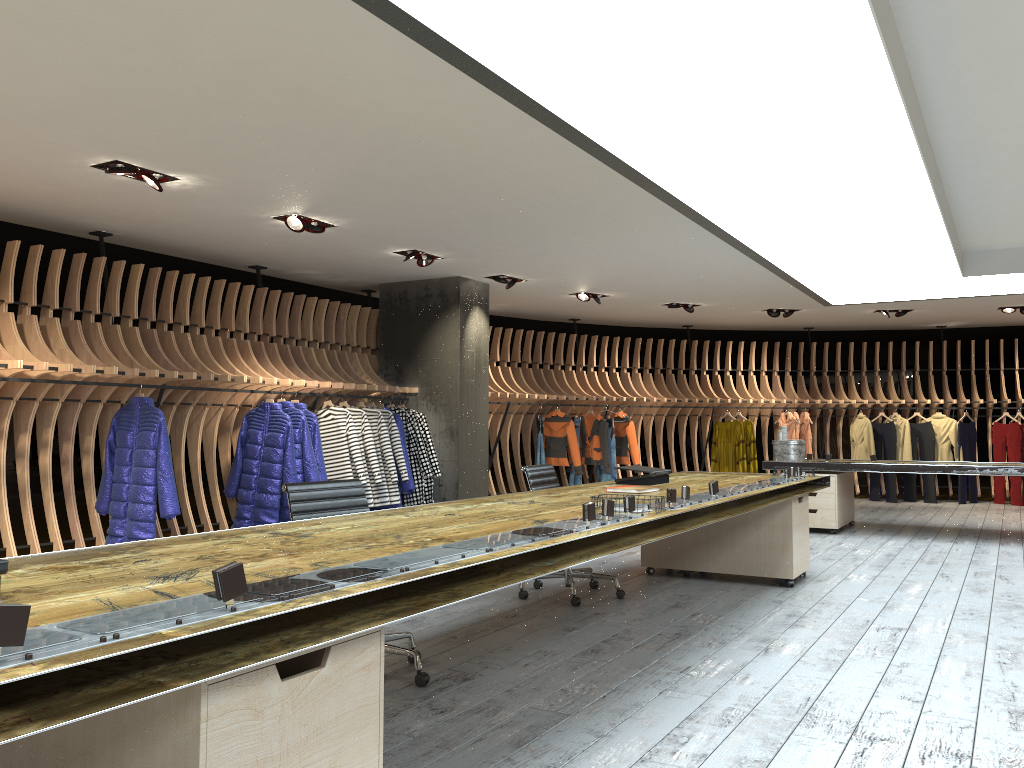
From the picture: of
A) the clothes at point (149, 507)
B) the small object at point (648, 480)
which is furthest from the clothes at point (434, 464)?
the small object at point (648, 480)

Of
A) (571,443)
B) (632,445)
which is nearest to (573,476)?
(571,443)

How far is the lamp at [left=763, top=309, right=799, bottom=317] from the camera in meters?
12.4 m

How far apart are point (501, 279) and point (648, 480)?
4.65m

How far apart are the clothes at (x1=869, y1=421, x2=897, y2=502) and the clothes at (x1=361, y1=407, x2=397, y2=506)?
8.3 meters

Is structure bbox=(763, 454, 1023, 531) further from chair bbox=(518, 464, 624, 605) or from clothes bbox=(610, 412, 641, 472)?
chair bbox=(518, 464, 624, 605)

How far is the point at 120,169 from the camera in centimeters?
564cm

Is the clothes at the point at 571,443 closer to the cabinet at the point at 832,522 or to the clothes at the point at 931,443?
the cabinet at the point at 832,522

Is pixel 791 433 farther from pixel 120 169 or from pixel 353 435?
pixel 120 169

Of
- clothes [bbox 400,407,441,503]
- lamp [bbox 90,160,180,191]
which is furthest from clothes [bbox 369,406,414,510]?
lamp [bbox 90,160,180,191]
